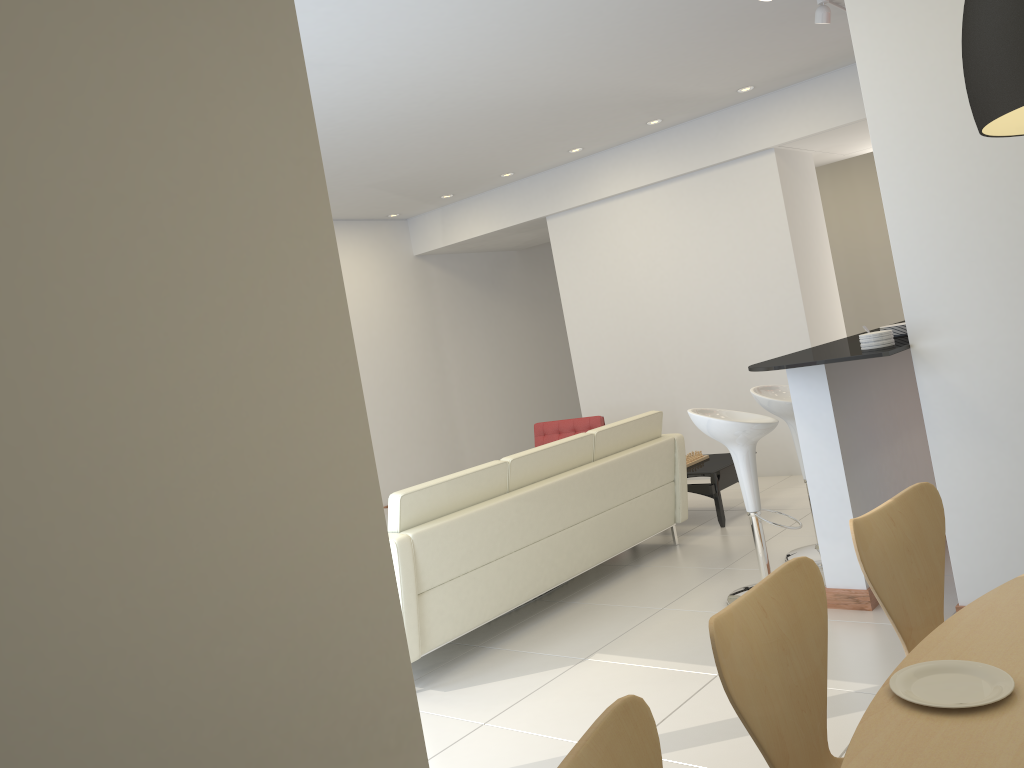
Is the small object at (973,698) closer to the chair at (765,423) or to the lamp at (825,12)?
the chair at (765,423)

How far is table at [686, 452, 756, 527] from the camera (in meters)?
6.22

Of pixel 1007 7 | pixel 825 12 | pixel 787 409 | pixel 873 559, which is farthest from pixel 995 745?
pixel 825 12

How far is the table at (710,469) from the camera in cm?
622

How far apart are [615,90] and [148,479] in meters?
5.3

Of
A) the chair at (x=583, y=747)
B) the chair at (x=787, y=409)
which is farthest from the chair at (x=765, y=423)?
the chair at (x=583, y=747)

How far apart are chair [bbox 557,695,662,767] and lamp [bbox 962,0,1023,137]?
1.1 meters

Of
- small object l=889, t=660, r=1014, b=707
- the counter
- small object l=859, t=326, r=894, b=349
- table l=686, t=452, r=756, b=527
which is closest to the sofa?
table l=686, t=452, r=756, b=527

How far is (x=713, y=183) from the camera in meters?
7.7

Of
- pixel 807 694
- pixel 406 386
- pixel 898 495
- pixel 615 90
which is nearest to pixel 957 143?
pixel 898 495
